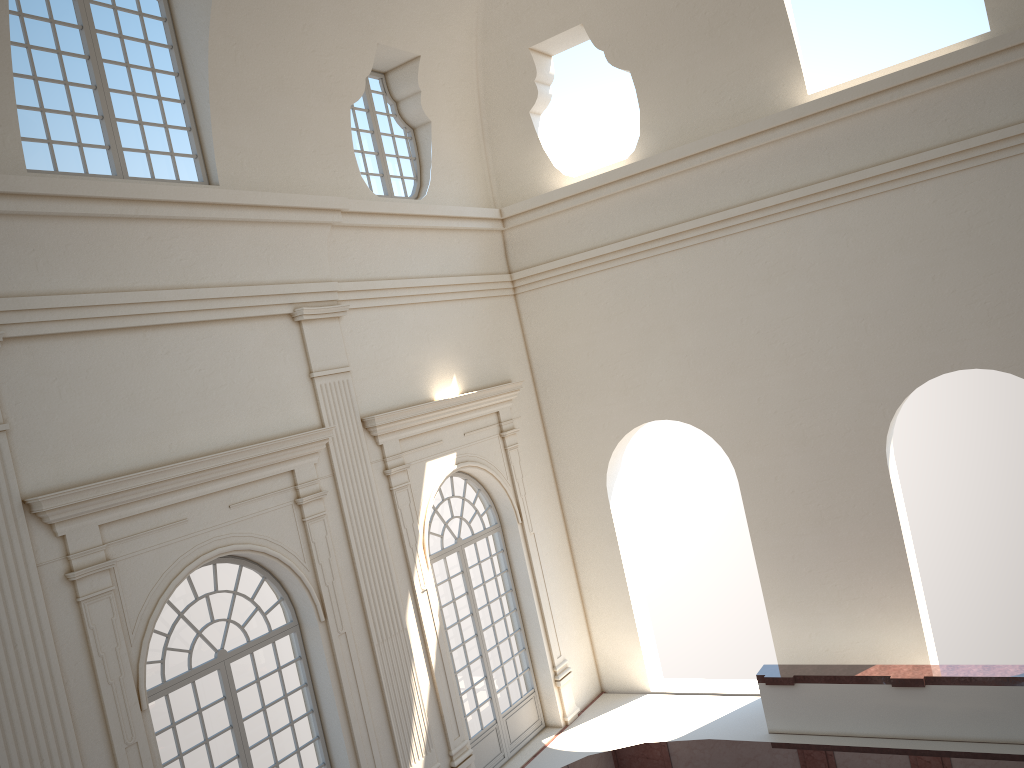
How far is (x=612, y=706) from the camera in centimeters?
1406cm

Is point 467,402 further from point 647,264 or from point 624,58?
point 624,58
